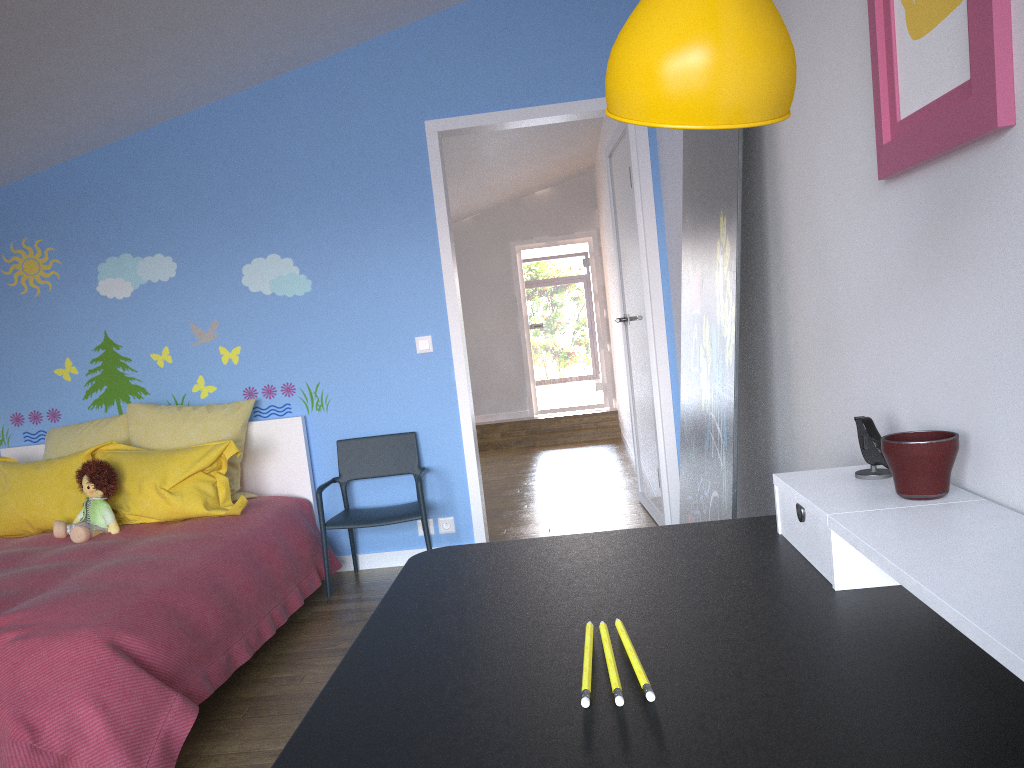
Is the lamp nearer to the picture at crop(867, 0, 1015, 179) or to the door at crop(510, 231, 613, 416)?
the picture at crop(867, 0, 1015, 179)

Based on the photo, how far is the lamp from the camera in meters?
0.6 m

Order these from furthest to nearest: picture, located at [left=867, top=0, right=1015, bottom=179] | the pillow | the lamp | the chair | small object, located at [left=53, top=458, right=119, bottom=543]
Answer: the chair → the pillow → small object, located at [left=53, top=458, right=119, bottom=543] → picture, located at [left=867, top=0, right=1015, bottom=179] → the lamp

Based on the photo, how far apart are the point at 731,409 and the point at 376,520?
2.3 meters

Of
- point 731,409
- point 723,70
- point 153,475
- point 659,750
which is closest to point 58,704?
point 153,475

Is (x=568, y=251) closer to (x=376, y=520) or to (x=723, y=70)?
(x=376, y=520)

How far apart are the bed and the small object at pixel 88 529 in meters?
0.0 m

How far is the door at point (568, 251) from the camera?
10.8m

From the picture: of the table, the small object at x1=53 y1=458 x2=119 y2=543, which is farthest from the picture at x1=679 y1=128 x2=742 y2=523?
the small object at x1=53 y1=458 x2=119 y2=543

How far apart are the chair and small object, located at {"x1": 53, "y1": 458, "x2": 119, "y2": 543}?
0.84m
